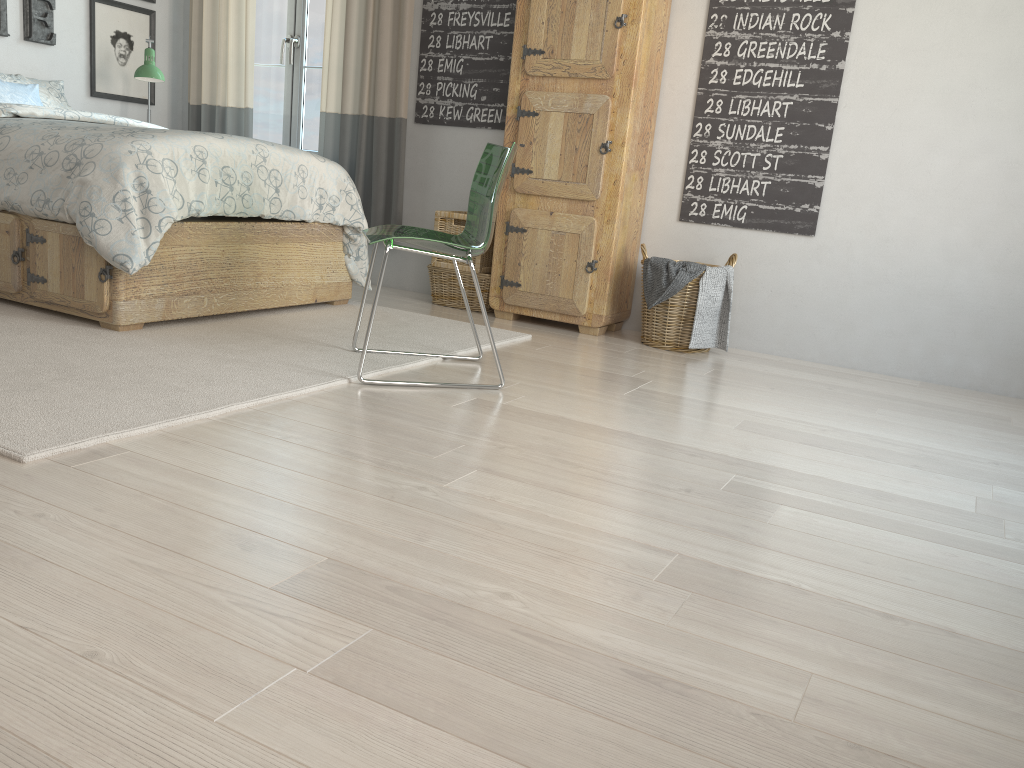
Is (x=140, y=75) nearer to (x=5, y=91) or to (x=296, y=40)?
(x=5, y=91)

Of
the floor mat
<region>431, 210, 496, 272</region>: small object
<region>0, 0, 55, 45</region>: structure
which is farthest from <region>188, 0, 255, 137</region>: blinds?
the floor mat

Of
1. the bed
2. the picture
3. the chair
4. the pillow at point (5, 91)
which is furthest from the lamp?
the chair

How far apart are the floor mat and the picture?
2.0 meters

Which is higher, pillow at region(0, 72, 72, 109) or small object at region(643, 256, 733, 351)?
pillow at region(0, 72, 72, 109)

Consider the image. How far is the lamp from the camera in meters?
4.5 m

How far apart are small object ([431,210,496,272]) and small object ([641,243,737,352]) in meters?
0.8

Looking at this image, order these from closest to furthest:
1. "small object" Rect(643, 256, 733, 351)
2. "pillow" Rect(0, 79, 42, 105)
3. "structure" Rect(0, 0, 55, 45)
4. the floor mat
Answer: the floor mat < "small object" Rect(643, 256, 733, 351) < "pillow" Rect(0, 79, 42, 105) < "structure" Rect(0, 0, 55, 45)

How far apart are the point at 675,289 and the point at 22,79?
3.3 meters

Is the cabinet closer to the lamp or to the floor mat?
the floor mat
